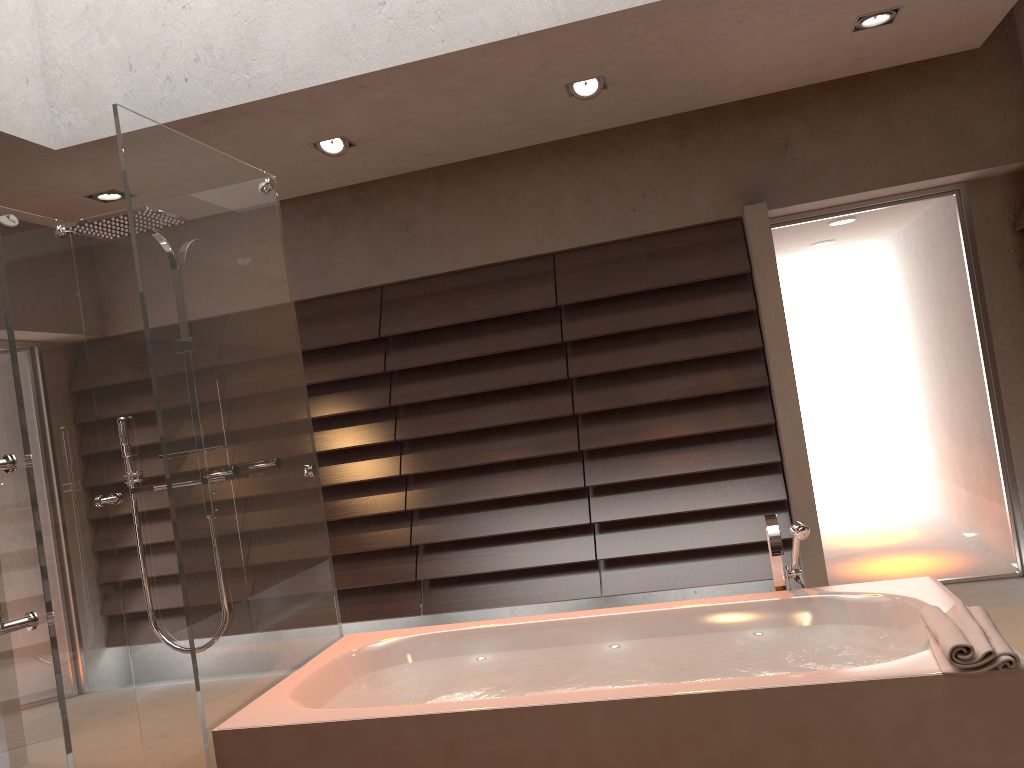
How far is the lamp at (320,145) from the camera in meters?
3.9

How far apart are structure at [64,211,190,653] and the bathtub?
0.7m

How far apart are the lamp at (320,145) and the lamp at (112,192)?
1.0 meters

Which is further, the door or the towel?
the door

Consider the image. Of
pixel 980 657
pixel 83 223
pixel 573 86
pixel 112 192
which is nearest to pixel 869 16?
pixel 573 86

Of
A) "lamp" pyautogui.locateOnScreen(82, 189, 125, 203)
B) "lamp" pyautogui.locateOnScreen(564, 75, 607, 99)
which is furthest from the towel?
"lamp" pyautogui.locateOnScreen(82, 189, 125, 203)

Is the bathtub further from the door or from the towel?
the door

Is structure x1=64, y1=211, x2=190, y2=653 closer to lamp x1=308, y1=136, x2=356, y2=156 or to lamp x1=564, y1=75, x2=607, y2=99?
lamp x1=308, y1=136, x2=356, y2=156

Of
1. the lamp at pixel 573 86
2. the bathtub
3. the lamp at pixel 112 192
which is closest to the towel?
the bathtub

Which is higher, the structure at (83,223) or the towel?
the structure at (83,223)
